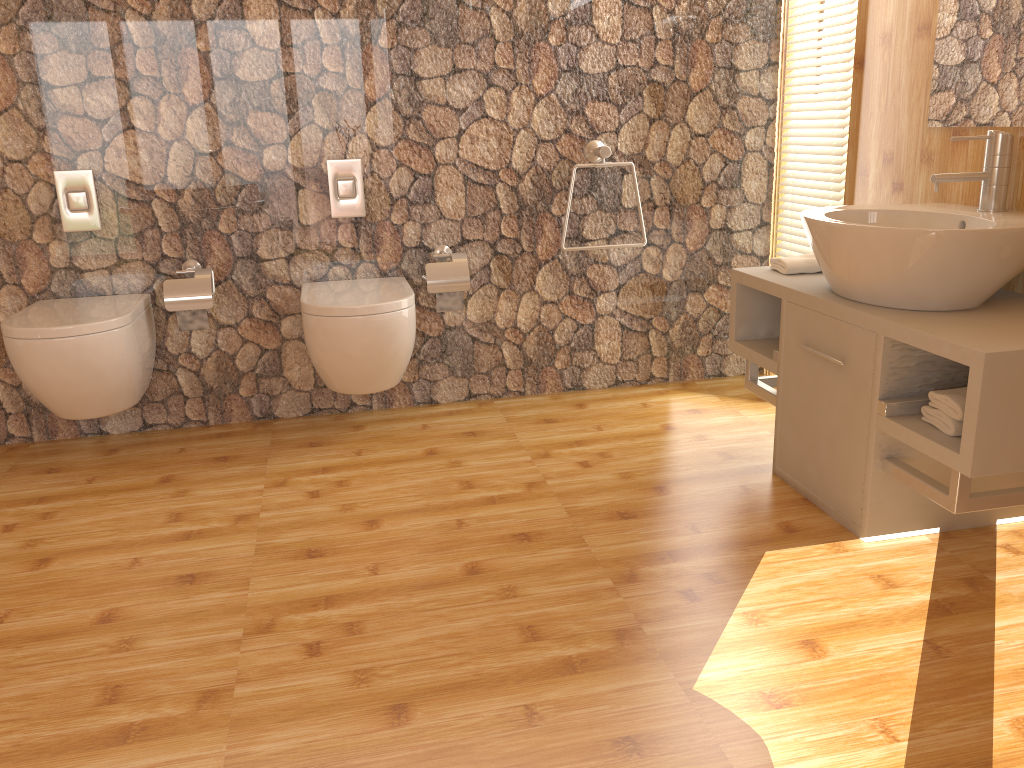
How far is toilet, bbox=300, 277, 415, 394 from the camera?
2.8m

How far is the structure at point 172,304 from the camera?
3.0 meters

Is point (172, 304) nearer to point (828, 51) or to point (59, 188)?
point (59, 188)

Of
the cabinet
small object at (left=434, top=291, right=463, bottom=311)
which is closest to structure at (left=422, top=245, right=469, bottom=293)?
small object at (left=434, top=291, right=463, bottom=311)

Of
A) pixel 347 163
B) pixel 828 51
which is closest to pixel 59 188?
pixel 347 163

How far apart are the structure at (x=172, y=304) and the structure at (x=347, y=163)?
0.5m

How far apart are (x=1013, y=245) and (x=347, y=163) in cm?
208

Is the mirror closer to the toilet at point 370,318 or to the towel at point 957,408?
the towel at point 957,408

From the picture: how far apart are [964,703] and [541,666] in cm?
78

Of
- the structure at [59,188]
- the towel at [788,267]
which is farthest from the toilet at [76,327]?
the towel at [788,267]
